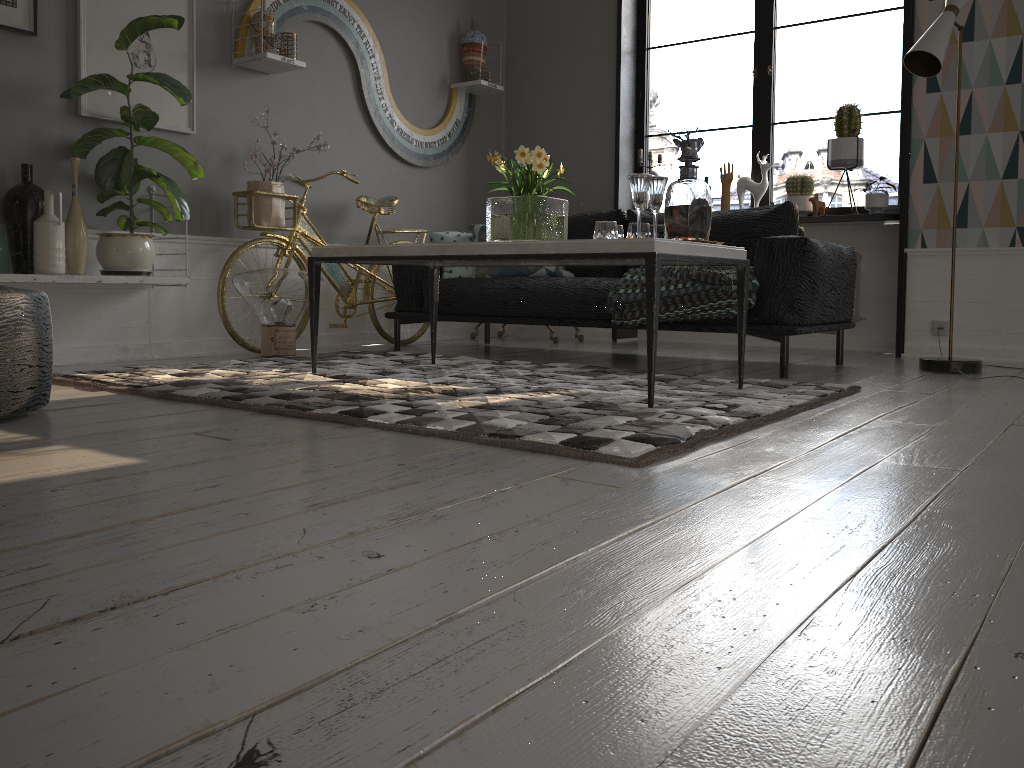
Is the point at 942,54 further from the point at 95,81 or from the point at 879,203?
the point at 95,81

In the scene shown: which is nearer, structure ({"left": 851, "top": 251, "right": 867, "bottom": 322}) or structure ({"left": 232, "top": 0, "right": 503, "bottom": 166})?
structure ({"left": 232, "top": 0, "right": 503, "bottom": 166})

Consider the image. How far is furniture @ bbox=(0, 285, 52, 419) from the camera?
2.2m

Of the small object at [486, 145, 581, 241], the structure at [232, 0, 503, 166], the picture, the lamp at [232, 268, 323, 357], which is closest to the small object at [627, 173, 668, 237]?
the small object at [486, 145, 581, 241]

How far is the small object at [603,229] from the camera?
3.0m

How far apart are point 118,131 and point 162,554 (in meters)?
3.18

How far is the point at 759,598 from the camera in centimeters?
106cm

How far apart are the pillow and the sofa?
0.1 meters

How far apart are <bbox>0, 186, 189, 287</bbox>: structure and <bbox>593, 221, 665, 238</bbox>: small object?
2.02m

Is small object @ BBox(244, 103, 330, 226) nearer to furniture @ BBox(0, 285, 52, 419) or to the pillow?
the pillow
